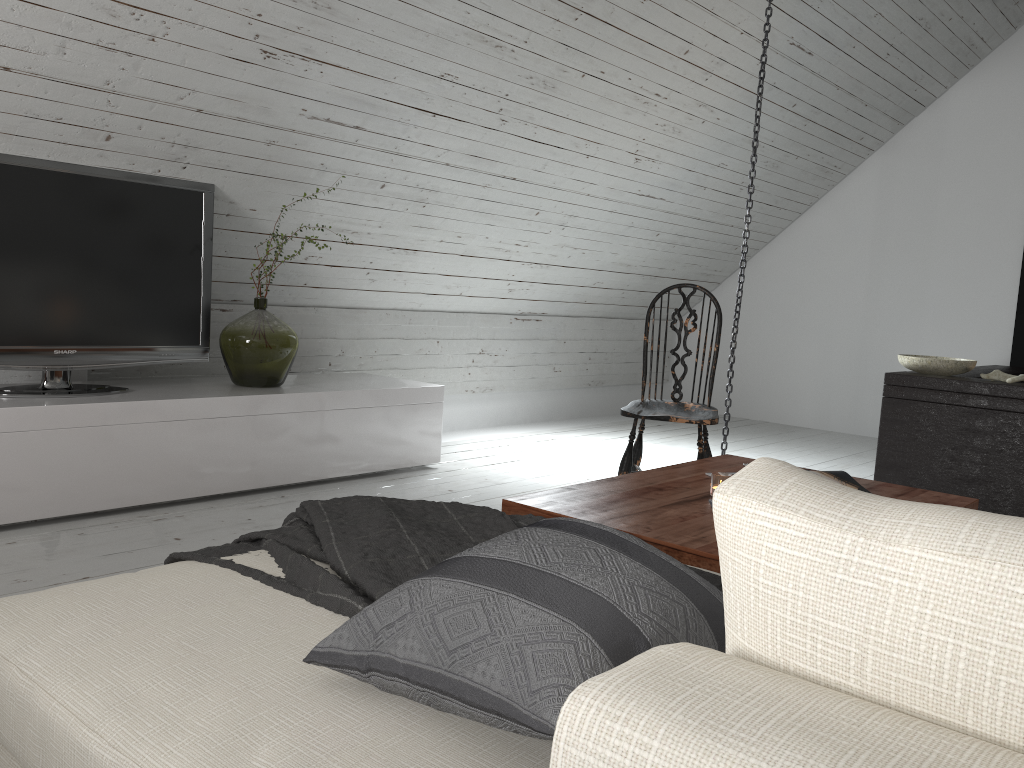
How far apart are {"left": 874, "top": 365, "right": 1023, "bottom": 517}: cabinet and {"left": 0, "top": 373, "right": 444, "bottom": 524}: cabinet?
2.0 meters

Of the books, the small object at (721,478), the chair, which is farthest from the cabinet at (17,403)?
the books

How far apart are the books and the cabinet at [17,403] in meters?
2.0

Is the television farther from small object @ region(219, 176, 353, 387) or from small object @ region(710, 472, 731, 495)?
small object @ region(710, 472, 731, 495)

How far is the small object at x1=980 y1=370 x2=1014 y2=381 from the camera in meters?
3.9 m

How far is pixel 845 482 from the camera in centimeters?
233cm

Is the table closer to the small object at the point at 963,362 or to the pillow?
the pillow

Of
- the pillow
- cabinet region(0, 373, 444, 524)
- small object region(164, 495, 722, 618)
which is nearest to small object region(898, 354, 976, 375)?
cabinet region(0, 373, 444, 524)

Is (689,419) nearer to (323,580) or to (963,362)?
(963,362)

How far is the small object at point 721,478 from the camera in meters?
2.2 m
